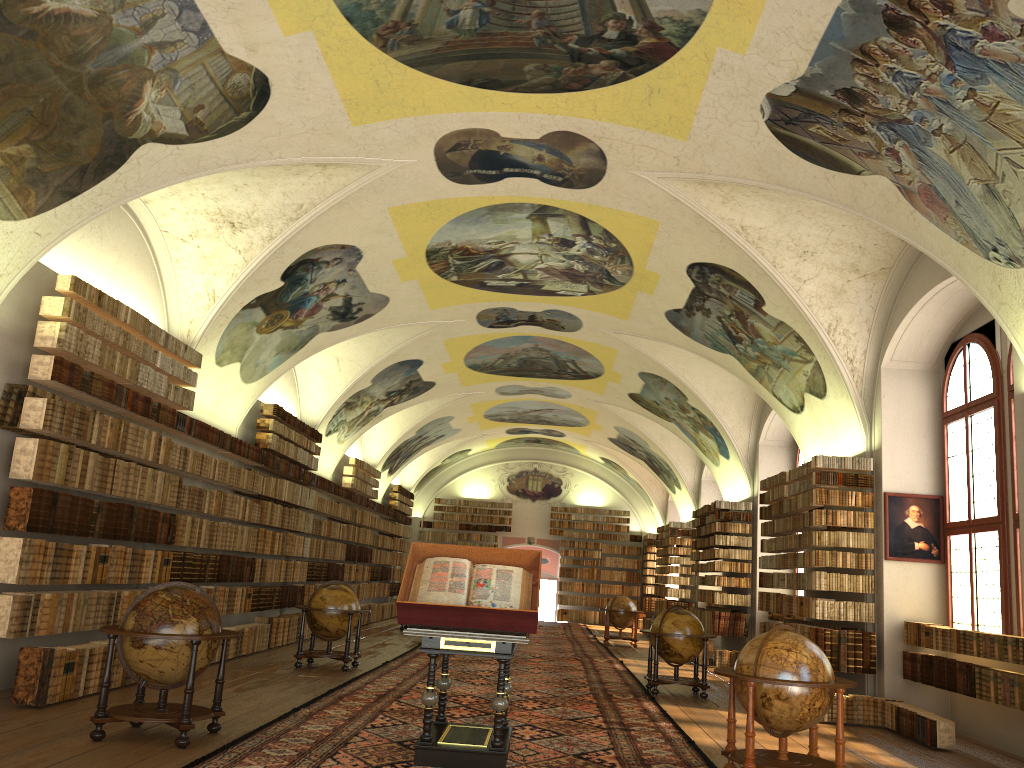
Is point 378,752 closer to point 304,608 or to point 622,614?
point 304,608

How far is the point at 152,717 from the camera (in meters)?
7.98

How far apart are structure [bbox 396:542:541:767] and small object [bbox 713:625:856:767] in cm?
183

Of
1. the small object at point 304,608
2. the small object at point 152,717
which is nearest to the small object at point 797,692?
the small object at point 152,717

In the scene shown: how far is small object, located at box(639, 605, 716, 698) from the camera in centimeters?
1427cm

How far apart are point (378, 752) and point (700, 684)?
7.6m

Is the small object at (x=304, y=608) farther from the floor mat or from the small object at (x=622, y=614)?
the small object at (x=622, y=614)

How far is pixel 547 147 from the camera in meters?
12.2 m

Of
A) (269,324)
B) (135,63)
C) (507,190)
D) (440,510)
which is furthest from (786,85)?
(440,510)

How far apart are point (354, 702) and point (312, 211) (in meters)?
6.99
